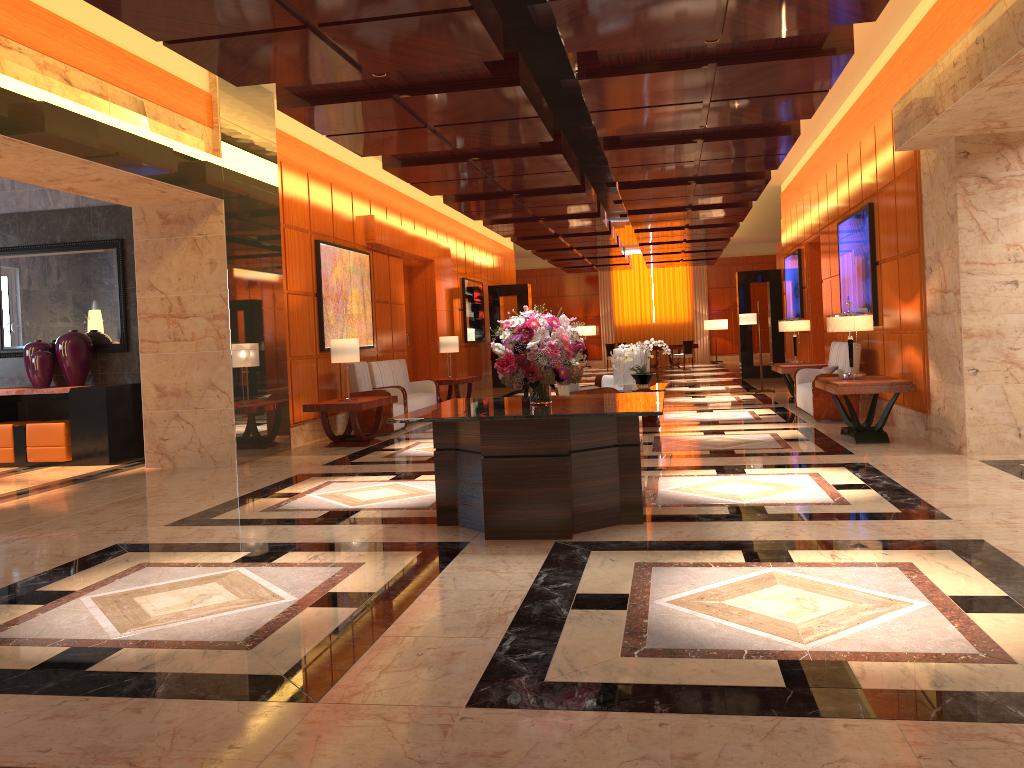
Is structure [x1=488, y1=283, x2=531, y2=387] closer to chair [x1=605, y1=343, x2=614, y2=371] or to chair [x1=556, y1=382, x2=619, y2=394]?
chair [x1=605, y1=343, x2=614, y2=371]

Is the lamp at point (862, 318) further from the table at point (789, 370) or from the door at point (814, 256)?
the door at point (814, 256)

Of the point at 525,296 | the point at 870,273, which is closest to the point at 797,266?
the point at 870,273

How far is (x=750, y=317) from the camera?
15.8 meters

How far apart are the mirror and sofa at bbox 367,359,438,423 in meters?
3.4 m

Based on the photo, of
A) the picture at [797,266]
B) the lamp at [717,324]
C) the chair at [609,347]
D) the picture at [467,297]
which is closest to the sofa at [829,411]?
the picture at [797,266]

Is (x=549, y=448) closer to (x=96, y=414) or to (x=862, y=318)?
(x=862, y=318)

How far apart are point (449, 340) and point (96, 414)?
6.64m

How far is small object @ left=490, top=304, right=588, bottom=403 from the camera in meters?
5.6 m

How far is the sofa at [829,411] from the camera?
10.64m
